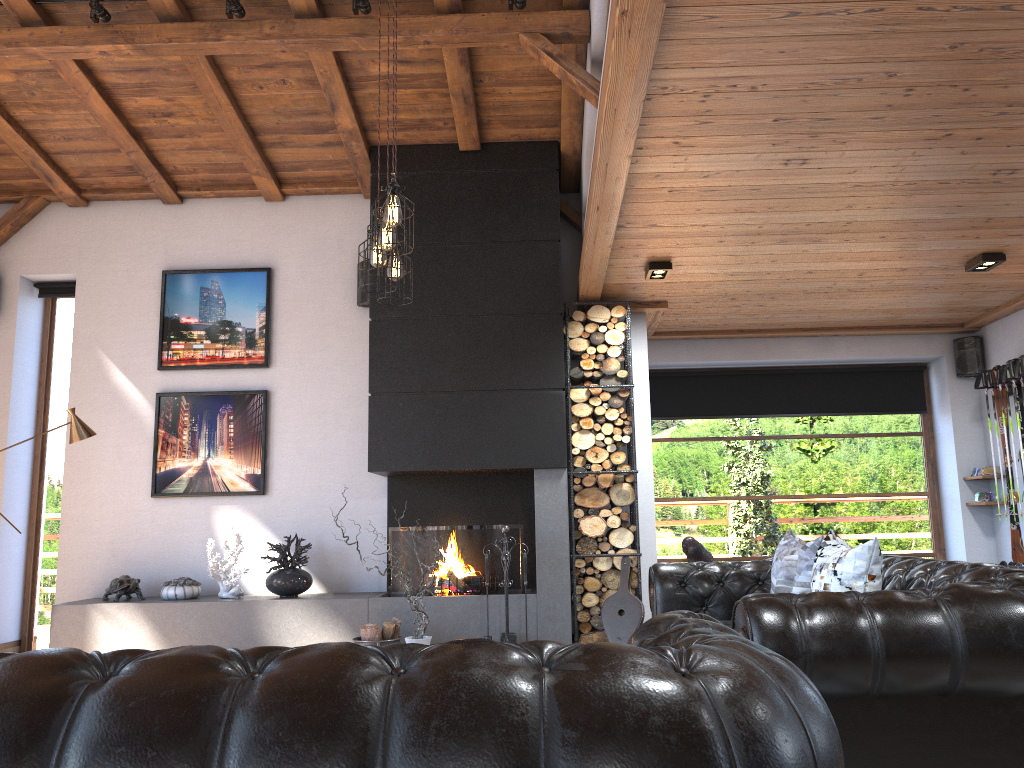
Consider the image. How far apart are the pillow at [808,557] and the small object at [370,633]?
2.60m

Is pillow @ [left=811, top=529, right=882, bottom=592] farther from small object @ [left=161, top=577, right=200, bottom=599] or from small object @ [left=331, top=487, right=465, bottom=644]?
small object @ [left=161, top=577, right=200, bottom=599]

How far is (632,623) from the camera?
6.0m

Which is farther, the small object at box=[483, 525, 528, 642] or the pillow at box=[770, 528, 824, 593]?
the small object at box=[483, 525, 528, 642]

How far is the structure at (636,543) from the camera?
6.4m

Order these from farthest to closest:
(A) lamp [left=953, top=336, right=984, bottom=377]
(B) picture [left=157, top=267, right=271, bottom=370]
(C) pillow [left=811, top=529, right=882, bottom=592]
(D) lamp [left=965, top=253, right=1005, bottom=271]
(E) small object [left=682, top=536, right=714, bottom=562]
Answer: (A) lamp [left=953, top=336, right=984, bottom=377] → (B) picture [left=157, top=267, right=271, bottom=370] → (D) lamp [left=965, top=253, right=1005, bottom=271] → (E) small object [left=682, top=536, right=714, bottom=562] → (C) pillow [left=811, top=529, right=882, bottom=592]

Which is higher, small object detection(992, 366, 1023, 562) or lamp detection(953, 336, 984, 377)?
lamp detection(953, 336, 984, 377)

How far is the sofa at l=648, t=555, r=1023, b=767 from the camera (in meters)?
2.56

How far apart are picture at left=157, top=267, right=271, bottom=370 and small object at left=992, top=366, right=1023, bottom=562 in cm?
595

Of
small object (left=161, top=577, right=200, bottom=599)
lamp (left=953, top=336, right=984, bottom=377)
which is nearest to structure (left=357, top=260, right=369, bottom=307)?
small object (left=161, top=577, right=200, bottom=599)
